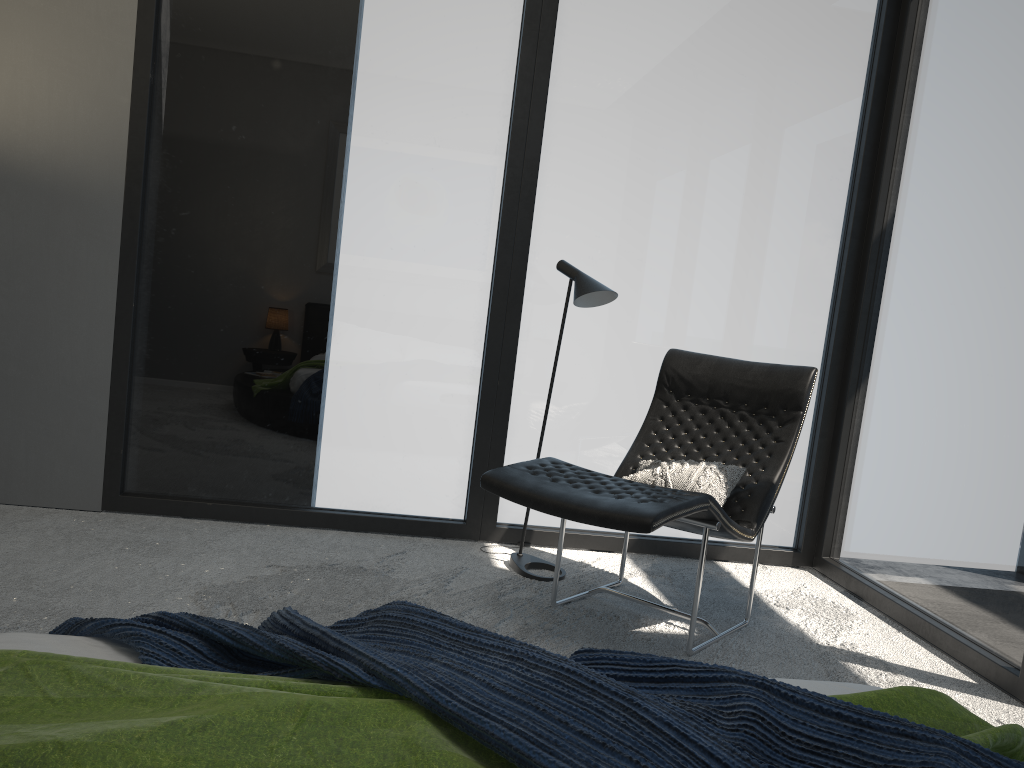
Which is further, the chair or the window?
the window

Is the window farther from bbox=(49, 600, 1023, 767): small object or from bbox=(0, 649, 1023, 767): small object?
bbox=(49, 600, 1023, 767): small object

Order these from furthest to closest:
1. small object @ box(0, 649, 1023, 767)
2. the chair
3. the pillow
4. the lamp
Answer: the lamp → the pillow → the chair → small object @ box(0, 649, 1023, 767)

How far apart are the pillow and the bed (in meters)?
1.53

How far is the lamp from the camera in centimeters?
343cm

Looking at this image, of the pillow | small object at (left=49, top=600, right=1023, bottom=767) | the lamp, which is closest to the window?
the lamp

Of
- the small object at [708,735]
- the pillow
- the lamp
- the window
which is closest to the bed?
the small object at [708,735]

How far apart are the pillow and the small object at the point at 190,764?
1.7 meters

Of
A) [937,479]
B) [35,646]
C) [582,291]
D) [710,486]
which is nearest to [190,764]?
[35,646]

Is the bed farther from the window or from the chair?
the window
